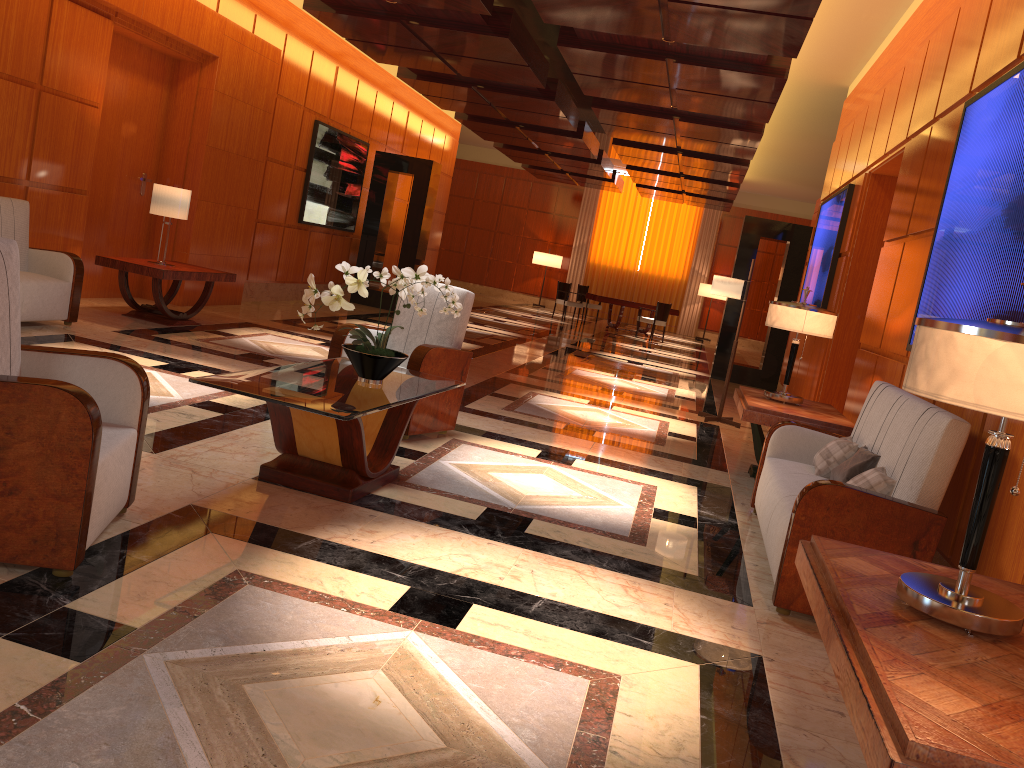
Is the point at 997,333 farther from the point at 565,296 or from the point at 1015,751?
the point at 565,296

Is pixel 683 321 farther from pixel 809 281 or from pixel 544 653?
pixel 544 653

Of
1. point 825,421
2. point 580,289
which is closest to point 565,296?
point 580,289

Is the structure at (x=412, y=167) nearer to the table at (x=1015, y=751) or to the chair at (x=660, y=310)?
the chair at (x=660, y=310)

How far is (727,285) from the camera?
8.6m

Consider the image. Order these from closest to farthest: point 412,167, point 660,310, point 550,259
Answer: point 412,167, point 660,310, point 550,259

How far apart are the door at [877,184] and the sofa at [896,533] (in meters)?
3.21

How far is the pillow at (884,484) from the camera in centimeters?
383cm

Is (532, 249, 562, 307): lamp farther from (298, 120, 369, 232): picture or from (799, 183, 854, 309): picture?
(799, 183, 854, 309): picture

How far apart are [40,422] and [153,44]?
7.4m
